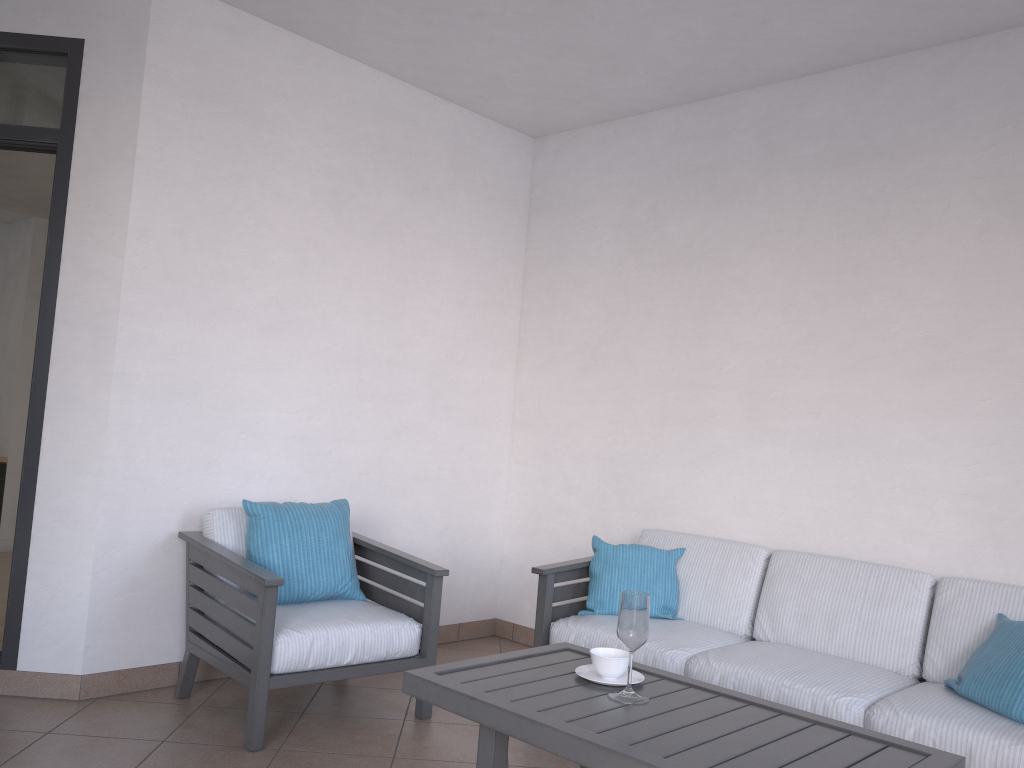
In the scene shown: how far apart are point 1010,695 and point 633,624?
1.3m

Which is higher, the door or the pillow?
the door

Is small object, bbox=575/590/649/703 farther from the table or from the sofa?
the sofa

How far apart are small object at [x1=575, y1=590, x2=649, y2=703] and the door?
2.2 meters

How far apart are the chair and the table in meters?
0.8 m

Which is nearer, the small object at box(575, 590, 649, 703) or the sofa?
the small object at box(575, 590, 649, 703)

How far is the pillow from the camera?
2.7m

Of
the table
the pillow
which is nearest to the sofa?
the pillow

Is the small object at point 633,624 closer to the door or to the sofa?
the sofa

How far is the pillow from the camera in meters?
2.7
